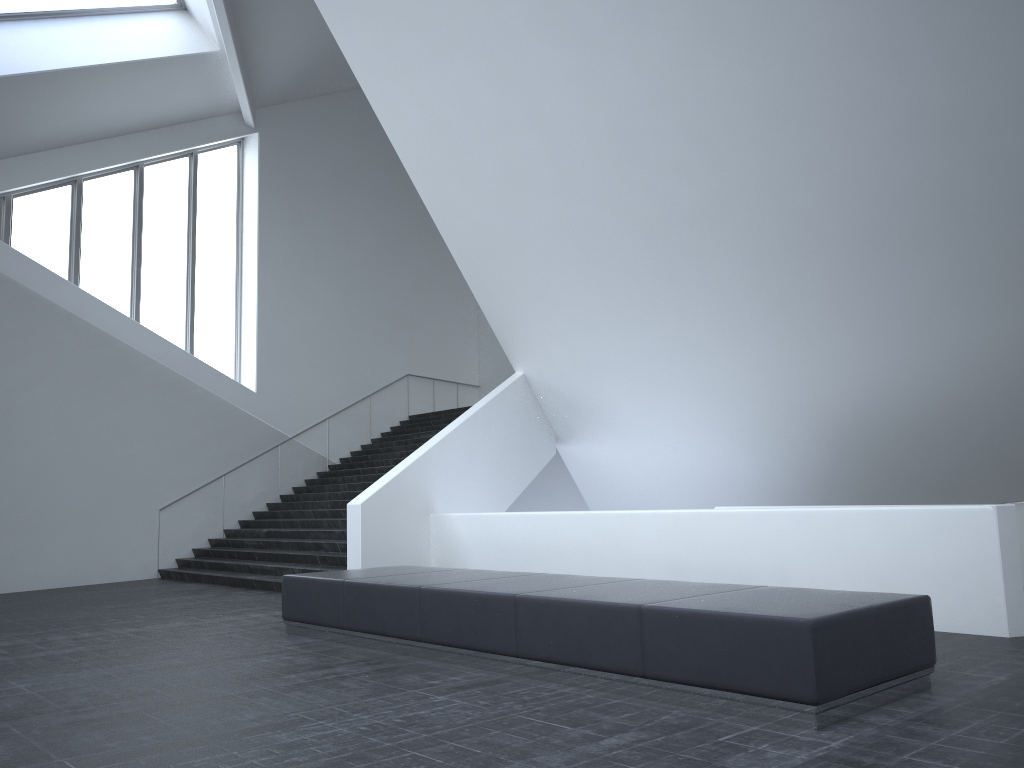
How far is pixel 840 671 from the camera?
4.8m

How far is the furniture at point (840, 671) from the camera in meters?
4.8 m

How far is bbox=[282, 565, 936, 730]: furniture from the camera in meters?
4.8
